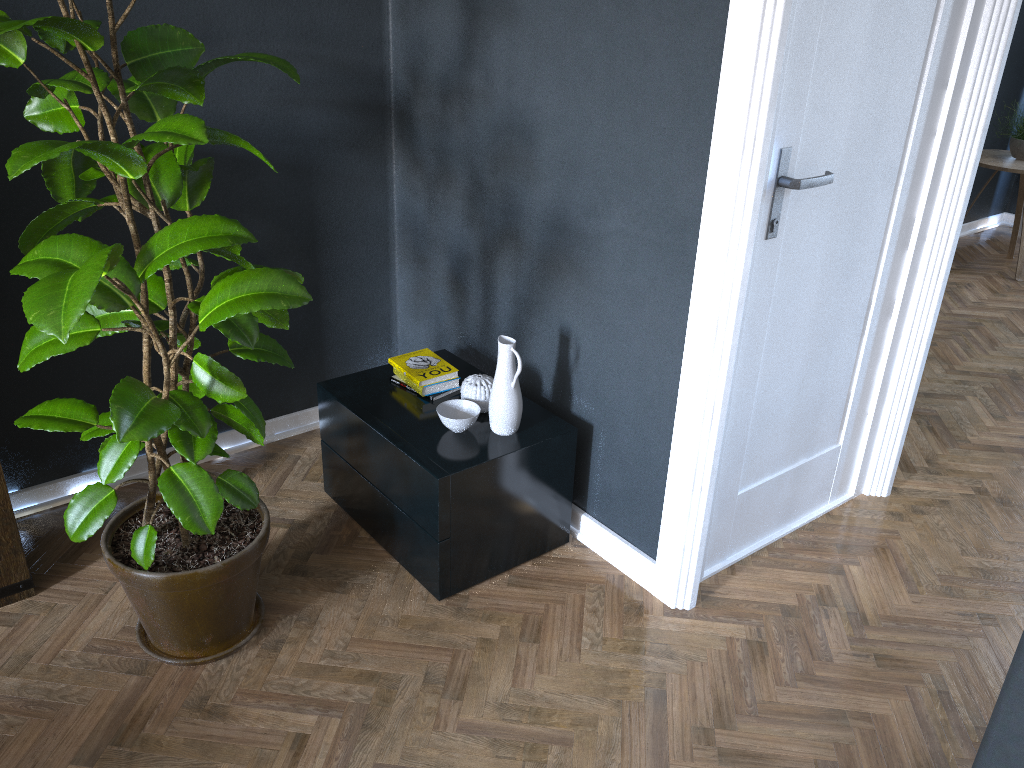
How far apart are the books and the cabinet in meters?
0.0

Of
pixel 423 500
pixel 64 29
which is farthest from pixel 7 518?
pixel 64 29

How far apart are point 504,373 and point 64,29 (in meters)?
1.22

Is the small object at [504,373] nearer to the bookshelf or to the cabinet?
the cabinet

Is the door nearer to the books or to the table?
the books

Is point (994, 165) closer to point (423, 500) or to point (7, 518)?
point (423, 500)

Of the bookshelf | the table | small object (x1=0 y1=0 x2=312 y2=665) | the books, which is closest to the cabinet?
the books

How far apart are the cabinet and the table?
3.6 meters

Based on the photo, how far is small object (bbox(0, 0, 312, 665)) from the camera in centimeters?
160cm

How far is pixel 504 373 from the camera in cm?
229
